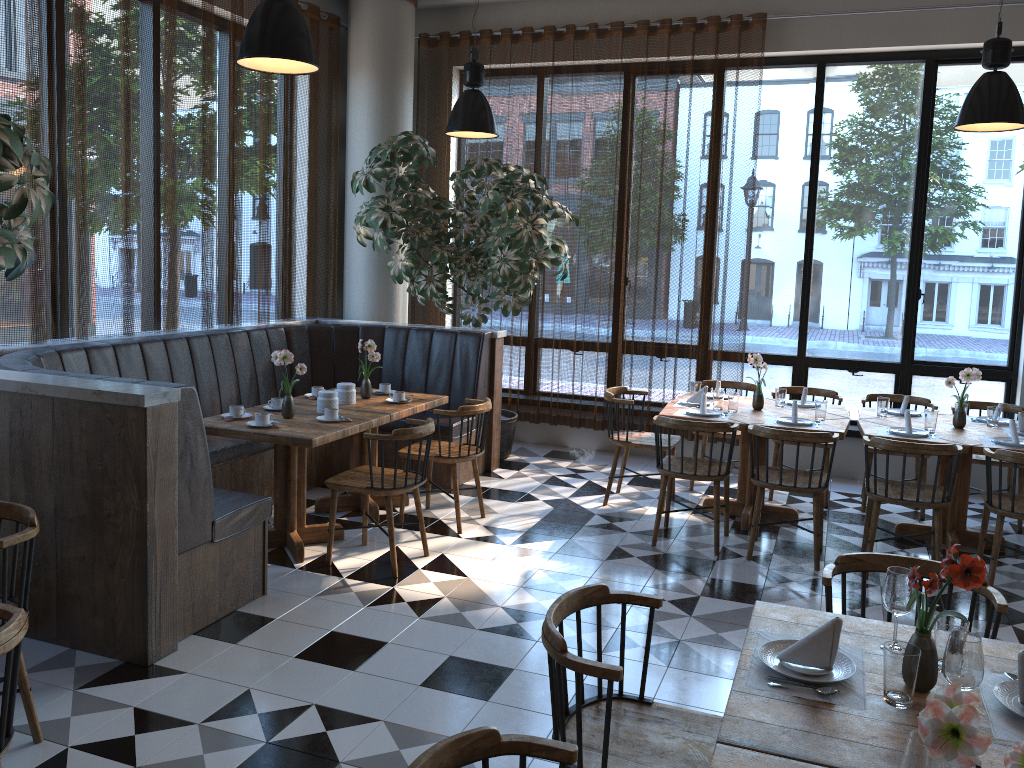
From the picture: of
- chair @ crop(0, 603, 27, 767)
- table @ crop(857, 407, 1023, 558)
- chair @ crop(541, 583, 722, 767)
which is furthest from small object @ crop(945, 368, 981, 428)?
chair @ crop(0, 603, 27, 767)

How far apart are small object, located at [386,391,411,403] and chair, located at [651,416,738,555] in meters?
1.7 m

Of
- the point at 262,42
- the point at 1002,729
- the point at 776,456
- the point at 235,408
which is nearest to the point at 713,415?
the point at 776,456

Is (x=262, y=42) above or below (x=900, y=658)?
above

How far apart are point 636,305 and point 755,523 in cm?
295

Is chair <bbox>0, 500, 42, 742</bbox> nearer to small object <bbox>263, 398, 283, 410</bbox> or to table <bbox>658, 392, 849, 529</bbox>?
small object <bbox>263, 398, 283, 410</bbox>

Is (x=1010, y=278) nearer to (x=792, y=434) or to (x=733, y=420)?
(x=733, y=420)

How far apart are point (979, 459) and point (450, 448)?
3.67m

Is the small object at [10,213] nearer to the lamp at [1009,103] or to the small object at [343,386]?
the small object at [343,386]

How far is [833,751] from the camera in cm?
185
